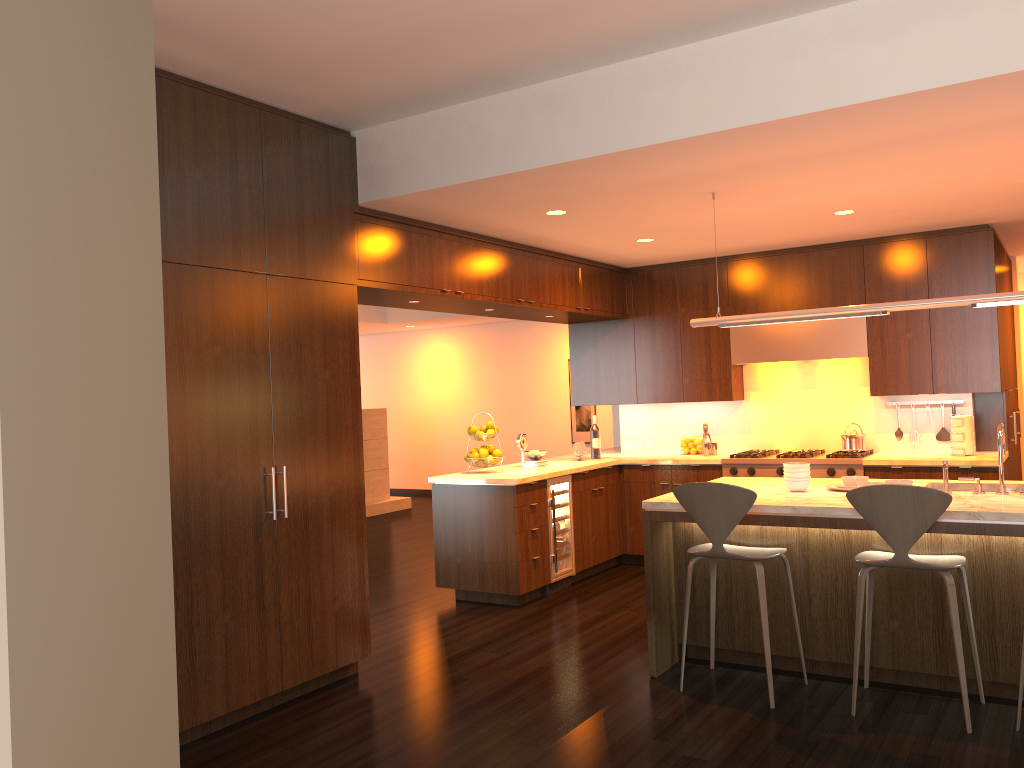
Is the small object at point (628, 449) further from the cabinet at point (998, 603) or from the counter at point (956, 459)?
the cabinet at point (998, 603)

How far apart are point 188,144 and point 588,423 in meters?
9.0 m

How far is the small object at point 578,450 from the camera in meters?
7.5

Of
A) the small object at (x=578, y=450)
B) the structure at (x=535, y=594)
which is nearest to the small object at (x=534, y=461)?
the structure at (x=535, y=594)

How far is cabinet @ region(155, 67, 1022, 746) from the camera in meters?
4.0 m

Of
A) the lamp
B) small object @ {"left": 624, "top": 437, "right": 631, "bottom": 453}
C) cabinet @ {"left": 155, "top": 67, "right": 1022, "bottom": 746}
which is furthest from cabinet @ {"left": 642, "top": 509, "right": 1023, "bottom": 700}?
small object @ {"left": 624, "top": 437, "right": 631, "bottom": 453}

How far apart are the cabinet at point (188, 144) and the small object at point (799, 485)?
2.1m

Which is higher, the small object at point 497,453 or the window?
the window

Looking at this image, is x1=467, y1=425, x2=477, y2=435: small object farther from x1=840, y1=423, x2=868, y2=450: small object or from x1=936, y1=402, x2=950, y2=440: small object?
x1=936, y1=402, x2=950, y2=440: small object

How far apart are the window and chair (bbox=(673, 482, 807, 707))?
3.5m
